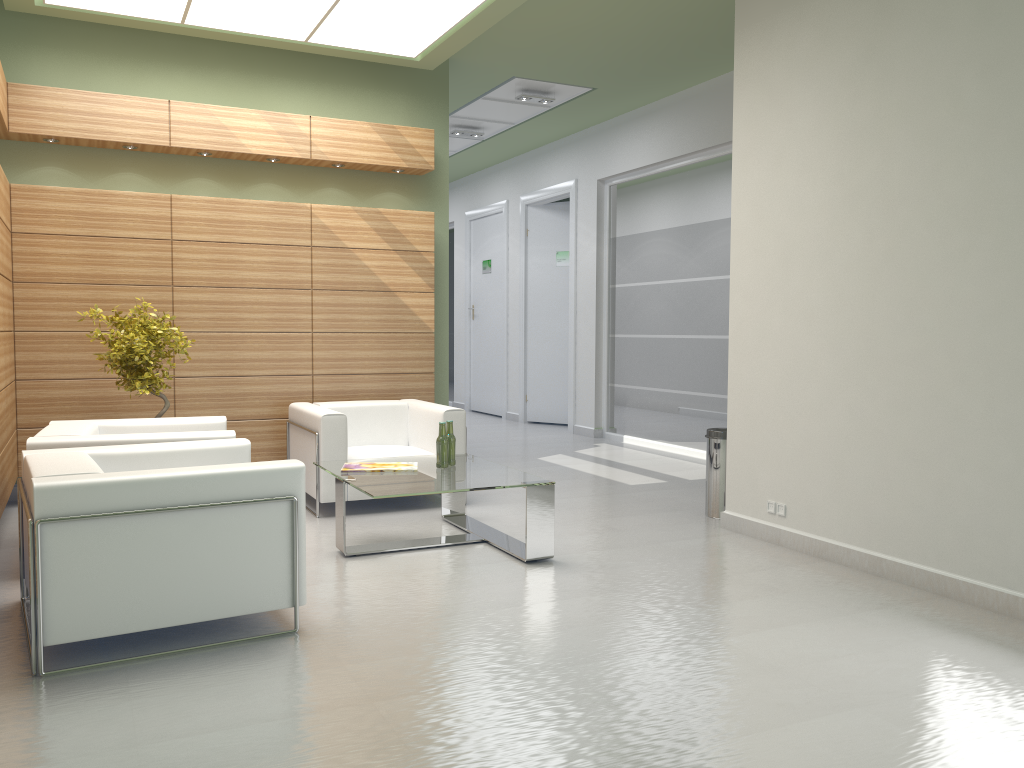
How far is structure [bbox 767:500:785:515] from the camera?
9.1 meters

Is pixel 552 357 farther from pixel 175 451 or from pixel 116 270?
pixel 175 451

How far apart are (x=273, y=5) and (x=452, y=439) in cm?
562

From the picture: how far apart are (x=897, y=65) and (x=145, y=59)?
9.2 meters

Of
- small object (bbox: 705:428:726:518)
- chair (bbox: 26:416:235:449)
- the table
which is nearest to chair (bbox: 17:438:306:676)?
chair (bbox: 26:416:235:449)

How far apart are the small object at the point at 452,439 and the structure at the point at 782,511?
3.3m

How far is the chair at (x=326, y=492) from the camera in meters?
10.3

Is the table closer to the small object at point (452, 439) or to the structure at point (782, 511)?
the small object at point (452, 439)

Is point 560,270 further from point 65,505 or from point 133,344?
point 65,505

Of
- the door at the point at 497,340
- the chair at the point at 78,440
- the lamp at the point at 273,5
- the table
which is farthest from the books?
the door at the point at 497,340
